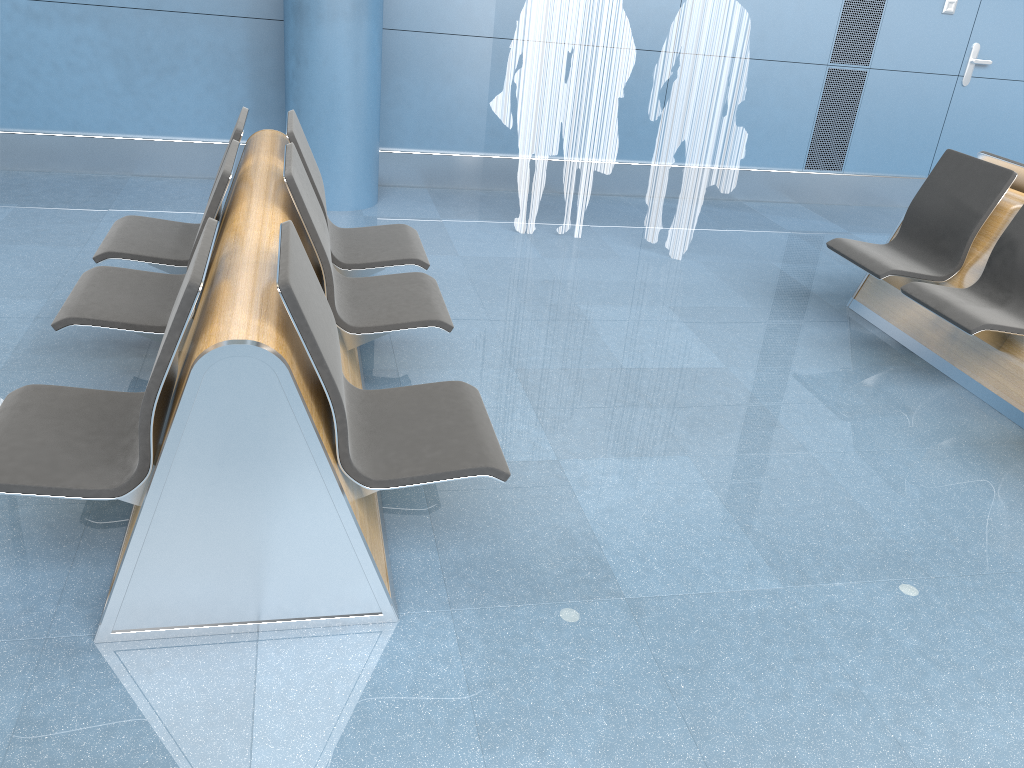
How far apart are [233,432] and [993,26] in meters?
7.0

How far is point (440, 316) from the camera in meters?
3.1 m

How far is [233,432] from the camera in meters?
2.0

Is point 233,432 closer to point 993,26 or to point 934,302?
point 934,302

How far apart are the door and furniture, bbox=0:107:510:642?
5.1m

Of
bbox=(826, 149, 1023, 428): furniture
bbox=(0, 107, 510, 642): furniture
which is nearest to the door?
bbox=(826, 149, 1023, 428): furniture

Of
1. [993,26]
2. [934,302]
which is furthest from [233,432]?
[993,26]

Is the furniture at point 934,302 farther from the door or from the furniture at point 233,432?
the door

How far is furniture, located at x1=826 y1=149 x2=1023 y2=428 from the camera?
3.84m

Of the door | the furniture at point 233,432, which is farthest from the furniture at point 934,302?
the door
